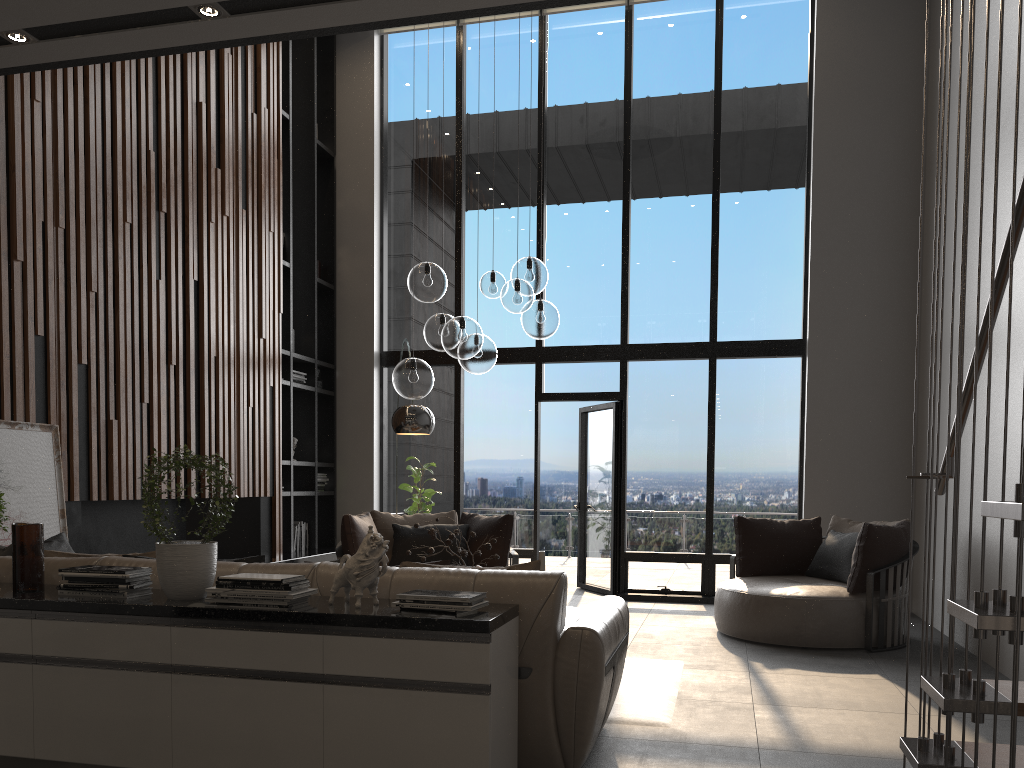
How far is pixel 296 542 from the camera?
8.5 meters

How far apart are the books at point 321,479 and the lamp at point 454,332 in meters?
3.9

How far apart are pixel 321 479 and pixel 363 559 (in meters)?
6.21

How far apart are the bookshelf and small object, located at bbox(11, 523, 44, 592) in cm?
480

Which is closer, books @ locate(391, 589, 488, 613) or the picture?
books @ locate(391, 589, 488, 613)

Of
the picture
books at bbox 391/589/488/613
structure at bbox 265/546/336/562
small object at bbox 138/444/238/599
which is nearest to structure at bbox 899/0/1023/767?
books at bbox 391/589/488/613

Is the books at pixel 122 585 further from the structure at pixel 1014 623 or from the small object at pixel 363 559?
the structure at pixel 1014 623

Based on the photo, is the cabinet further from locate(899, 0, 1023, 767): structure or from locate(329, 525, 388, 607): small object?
locate(899, 0, 1023, 767): structure

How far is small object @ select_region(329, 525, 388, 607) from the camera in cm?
295

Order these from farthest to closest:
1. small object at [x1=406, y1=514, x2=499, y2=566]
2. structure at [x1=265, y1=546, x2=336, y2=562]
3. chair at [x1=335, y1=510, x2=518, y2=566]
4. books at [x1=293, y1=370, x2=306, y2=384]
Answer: books at [x1=293, y1=370, x2=306, y2=384]
structure at [x1=265, y1=546, x2=336, y2=562]
chair at [x1=335, y1=510, x2=518, y2=566]
small object at [x1=406, y1=514, x2=499, y2=566]
